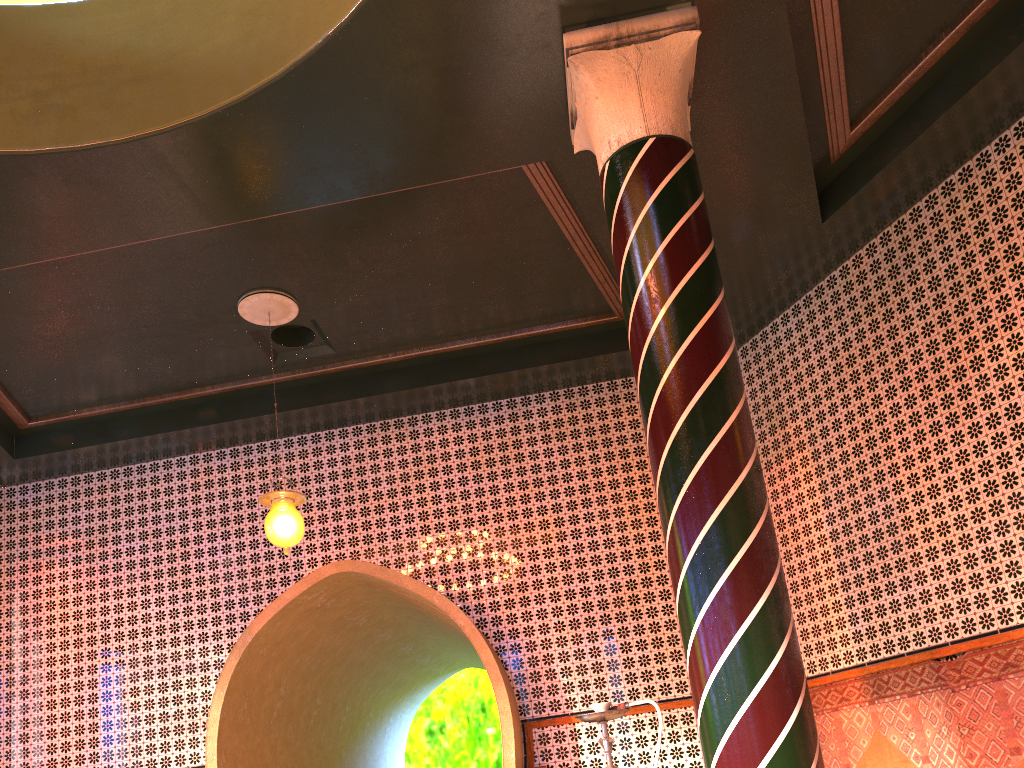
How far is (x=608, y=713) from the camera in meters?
4.3

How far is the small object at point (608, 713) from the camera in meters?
4.3

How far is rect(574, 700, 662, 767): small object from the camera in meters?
4.3
